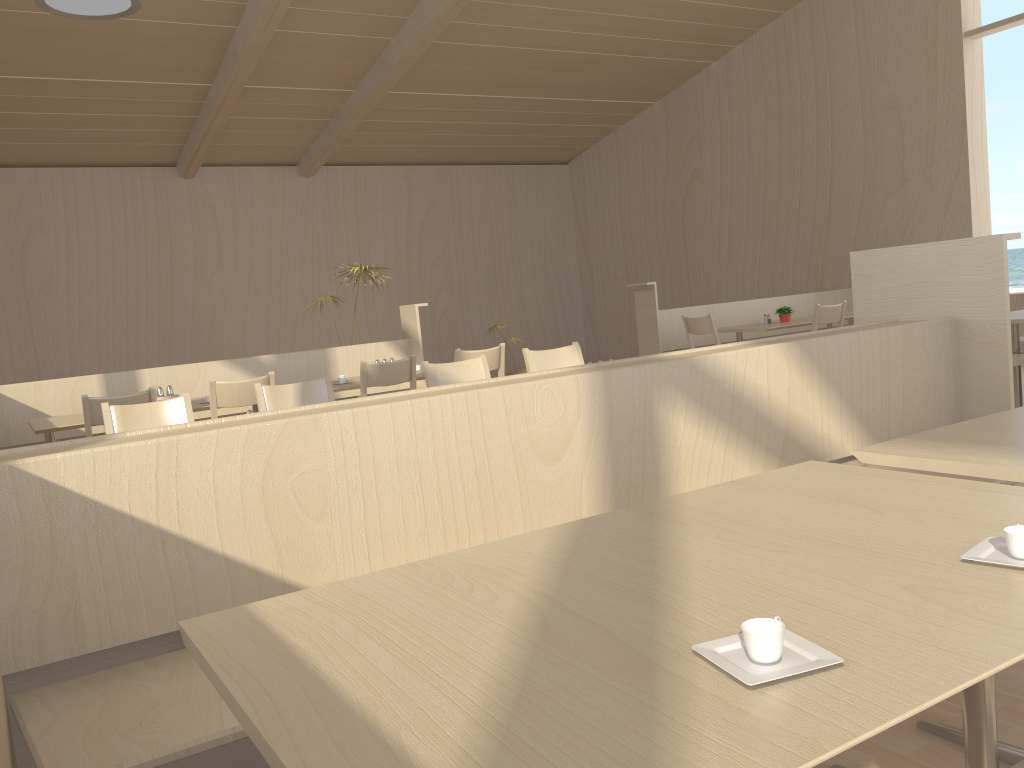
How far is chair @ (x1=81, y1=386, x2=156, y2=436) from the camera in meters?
4.2

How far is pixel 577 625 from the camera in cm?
107

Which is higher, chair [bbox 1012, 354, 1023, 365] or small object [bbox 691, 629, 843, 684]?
small object [bbox 691, 629, 843, 684]

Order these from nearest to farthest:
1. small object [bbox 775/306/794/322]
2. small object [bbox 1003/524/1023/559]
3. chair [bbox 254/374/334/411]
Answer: small object [bbox 1003/524/1023/559]
chair [bbox 254/374/334/411]
small object [bbox 775/306/794/322]

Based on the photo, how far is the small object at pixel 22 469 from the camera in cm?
163

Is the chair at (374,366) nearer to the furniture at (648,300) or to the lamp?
the lamp

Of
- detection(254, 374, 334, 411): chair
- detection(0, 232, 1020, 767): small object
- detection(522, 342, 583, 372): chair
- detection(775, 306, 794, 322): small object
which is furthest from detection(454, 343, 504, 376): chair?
detection(775, 306, 794, 322): small object

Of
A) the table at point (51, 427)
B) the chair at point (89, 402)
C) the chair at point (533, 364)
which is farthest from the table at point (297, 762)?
the table at point (51, 427)

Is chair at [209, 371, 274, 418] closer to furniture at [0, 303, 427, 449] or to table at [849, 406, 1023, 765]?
furniture at [0, 303, 427, 449]

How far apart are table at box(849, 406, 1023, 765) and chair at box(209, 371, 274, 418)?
3.4m
